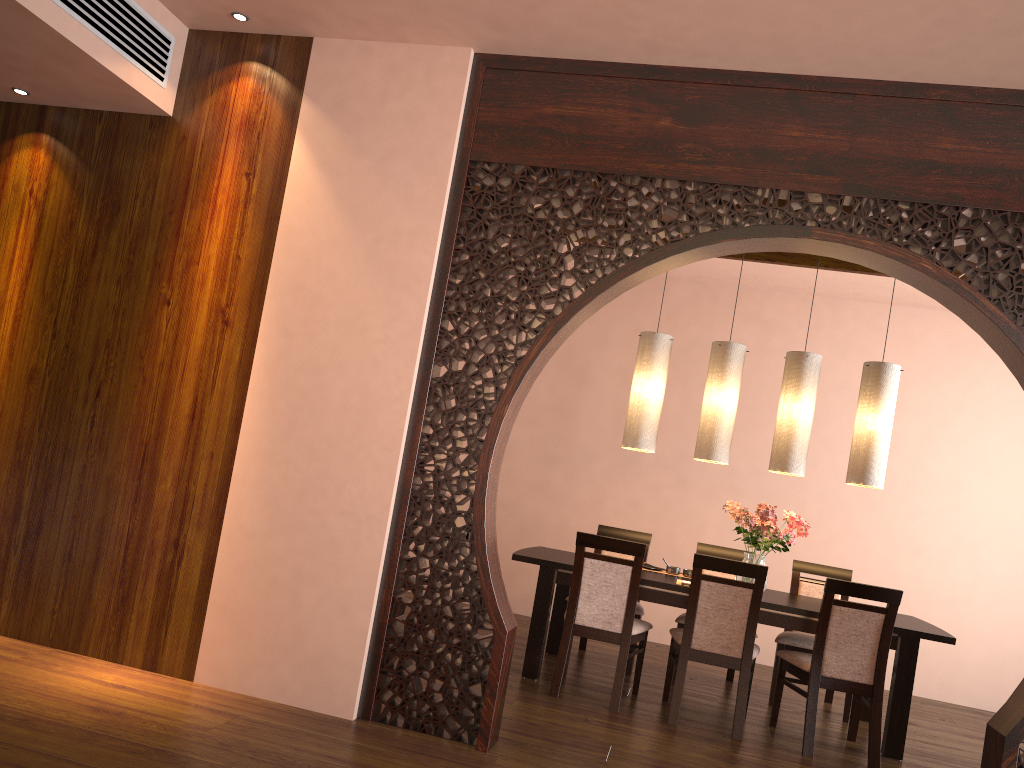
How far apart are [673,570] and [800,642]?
0.8m

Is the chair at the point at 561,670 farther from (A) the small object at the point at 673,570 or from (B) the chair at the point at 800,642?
(B) the chair at the point at 800,642

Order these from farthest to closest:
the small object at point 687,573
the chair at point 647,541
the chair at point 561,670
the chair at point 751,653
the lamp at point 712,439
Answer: the chair at point 647,541, the small object at point 687,573, the lamp at point 712,439, the chair at point 561,670, the chair at point 751,653

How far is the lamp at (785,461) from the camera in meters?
5.0

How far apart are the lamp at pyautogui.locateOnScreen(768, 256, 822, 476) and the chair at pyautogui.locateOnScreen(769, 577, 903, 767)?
0.9 meters

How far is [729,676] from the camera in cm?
565

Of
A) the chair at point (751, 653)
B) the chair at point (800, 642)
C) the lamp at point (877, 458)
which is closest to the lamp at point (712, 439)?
the lamp at point (877, 458)

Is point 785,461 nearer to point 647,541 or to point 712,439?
point 712,439

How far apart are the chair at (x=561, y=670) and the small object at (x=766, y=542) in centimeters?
70cm

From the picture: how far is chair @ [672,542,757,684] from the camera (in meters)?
5.65
